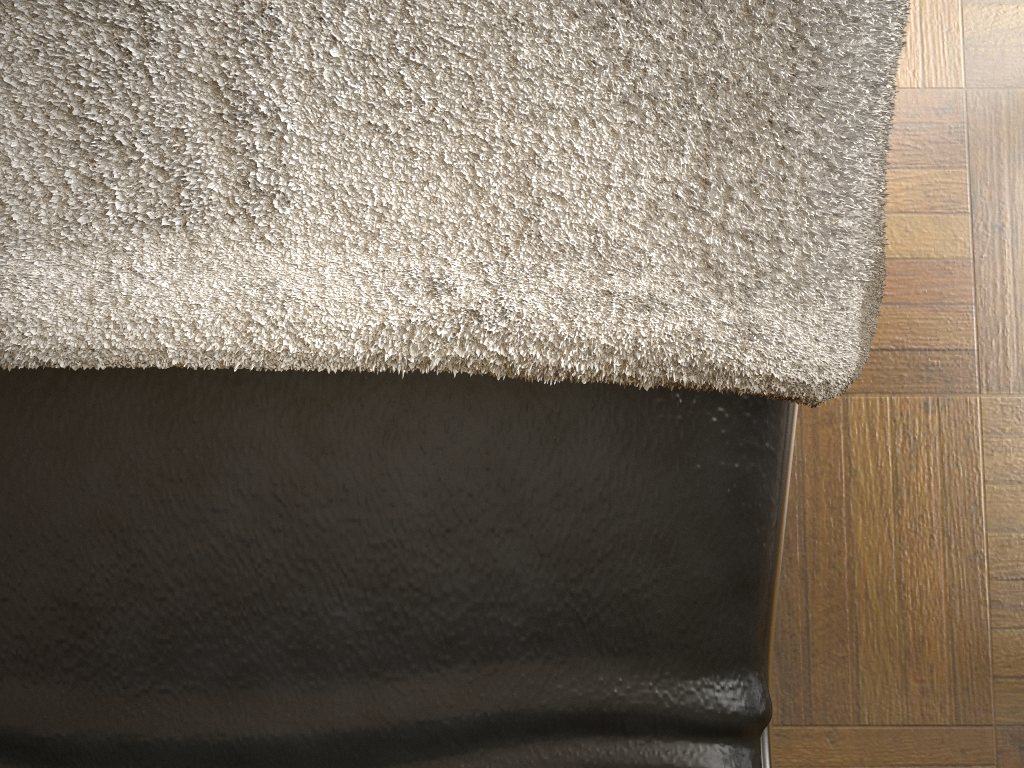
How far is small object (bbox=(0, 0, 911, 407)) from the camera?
0.3m

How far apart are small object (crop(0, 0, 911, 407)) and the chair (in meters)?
0.01

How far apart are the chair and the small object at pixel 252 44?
0.0 meters

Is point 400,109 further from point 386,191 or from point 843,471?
point 843,471

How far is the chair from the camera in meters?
0.4 m

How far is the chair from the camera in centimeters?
35cm

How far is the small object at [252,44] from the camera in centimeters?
28cm
